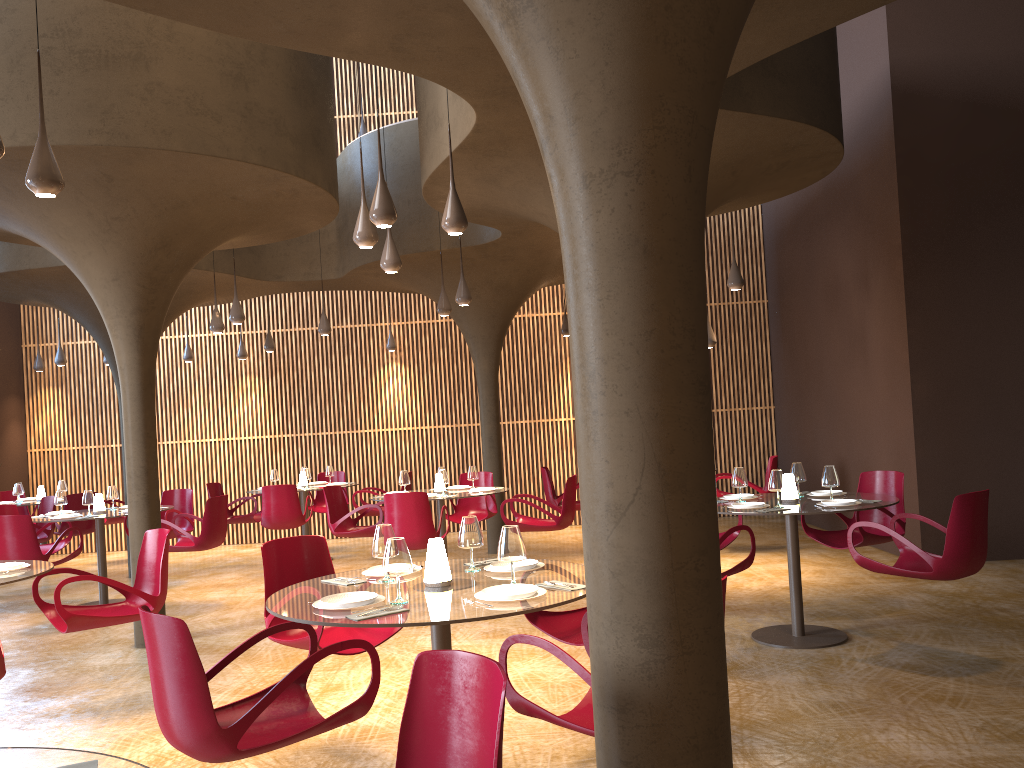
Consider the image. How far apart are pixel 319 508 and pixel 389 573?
11.2 meters

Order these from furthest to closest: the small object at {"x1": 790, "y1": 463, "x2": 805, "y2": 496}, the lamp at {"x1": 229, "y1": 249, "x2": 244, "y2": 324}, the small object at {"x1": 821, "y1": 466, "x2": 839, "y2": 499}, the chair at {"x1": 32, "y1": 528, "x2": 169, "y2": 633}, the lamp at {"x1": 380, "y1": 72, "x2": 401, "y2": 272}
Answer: the lamp at {"x1": 229, "y1": 249, "x2": 244, "y2": 324}
the lamp at {"x1": 380, "y1": 72, "x2": 401, "y2": 272}
the small object at {"x1": 790, "y1": 463, "x2": 805, "y2": 496}
the small object at {"x1": 821, "y1": 466, "x2": 839, "y2": 499}
the chair at {"x1": 32, "y1": 528, "x2": 169, "y2": 633}

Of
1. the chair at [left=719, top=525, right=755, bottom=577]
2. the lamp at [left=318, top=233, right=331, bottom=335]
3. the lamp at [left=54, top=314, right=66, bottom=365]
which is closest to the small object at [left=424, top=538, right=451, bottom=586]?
the chair at [left=719, top=525, right=755, bottom=577]

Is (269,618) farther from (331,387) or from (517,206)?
(331,387)

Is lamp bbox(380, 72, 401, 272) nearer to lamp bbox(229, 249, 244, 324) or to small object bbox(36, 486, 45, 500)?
lamp bbox(229, 249, 244, 324)

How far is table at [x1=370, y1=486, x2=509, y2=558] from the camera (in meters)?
10.13

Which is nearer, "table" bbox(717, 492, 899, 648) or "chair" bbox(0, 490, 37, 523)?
"table" bbox(717, 492, 899, 648)

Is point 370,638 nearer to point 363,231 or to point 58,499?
point 363,231

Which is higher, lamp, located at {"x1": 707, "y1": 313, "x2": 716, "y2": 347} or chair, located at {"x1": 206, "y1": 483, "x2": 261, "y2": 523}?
lamp, located at {"x1": 707, "y1": 313, "x2": 716, "y2": 347}

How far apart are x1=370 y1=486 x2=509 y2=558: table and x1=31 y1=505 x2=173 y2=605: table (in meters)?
3.74
